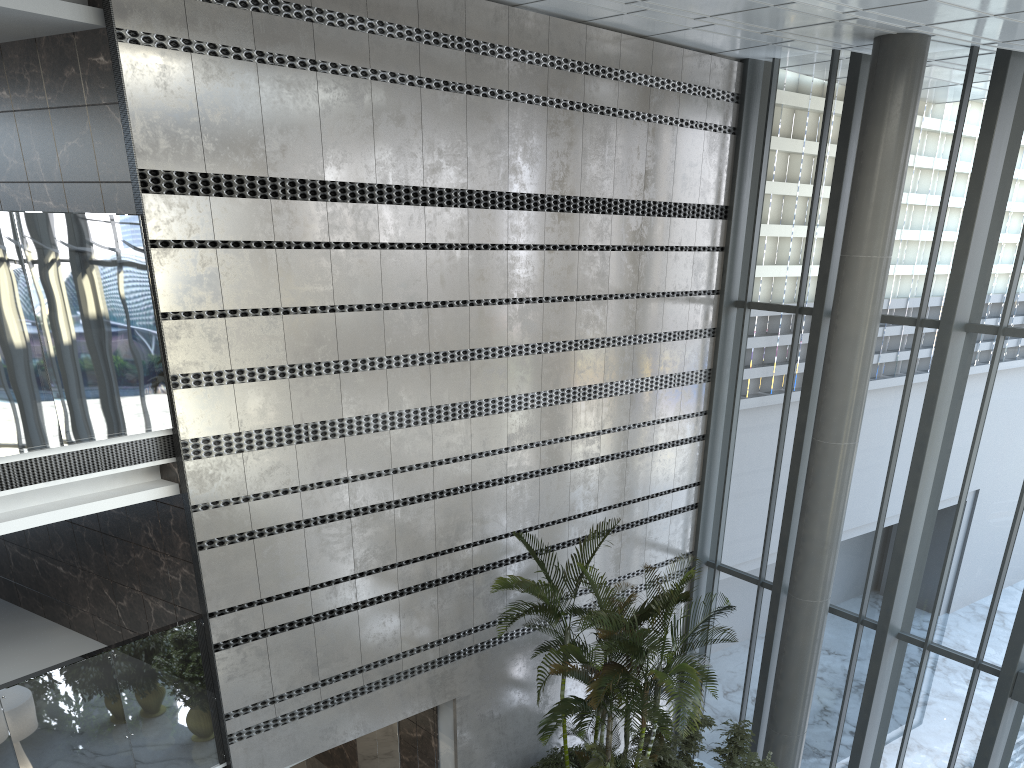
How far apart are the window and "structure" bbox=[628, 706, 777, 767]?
1.3m

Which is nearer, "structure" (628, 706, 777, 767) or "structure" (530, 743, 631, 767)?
"structure" (628, 706, 777, 767)

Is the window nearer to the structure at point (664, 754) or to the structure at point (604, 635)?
the structure at point (664, 754)

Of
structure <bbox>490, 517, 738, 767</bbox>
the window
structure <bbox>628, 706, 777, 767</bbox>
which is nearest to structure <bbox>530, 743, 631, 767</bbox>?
structure <bbox>490, 517, 738, 767</bbox>

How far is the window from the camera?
8.5 meters

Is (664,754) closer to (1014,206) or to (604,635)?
(604,635)

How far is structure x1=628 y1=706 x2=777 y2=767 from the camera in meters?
8.5

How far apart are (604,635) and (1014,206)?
5.72m

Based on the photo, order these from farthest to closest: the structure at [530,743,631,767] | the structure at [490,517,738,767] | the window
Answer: the structure at [530,743,631,767] < the window < the structure at [490,517,738,767]

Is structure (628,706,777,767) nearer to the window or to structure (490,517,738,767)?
structure (490,517,738,767)
